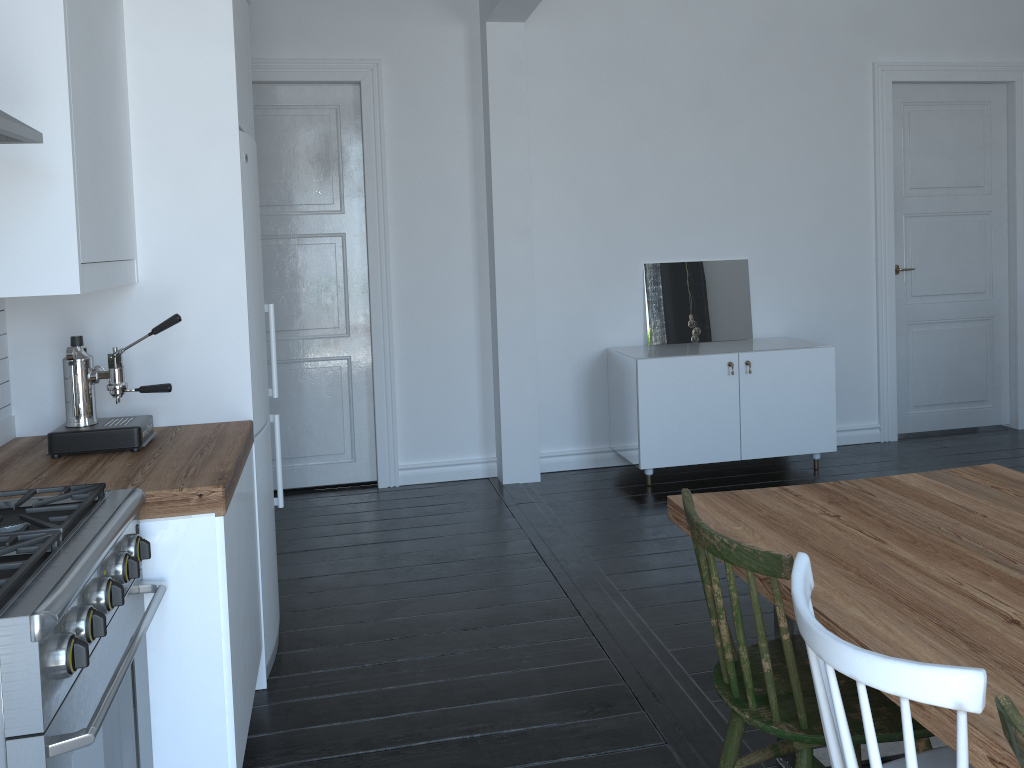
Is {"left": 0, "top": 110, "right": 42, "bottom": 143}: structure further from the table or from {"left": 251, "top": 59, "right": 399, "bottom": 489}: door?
{"left": 251, "top": 59, "right": 399, "bottom": 489}: door

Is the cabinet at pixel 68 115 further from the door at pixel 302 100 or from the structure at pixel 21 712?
the door at pixel 302 100

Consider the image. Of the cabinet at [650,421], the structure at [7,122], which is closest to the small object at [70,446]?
the structure at [7,122]

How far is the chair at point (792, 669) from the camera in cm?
176

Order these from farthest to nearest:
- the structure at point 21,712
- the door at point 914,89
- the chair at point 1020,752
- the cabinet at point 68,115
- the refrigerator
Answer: the door at point 914,89 < the refrigerator < the cabinet at point 68,115 < the structure at point 21,712 < the chair at point 1020,752

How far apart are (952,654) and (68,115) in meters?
2.1 m

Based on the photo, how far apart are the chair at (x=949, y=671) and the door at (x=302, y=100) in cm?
375

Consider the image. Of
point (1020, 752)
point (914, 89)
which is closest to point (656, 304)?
point (914, 89)

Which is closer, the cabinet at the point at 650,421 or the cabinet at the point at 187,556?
the cabinet at the point at 187,556

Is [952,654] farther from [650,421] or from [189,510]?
[650,421]
